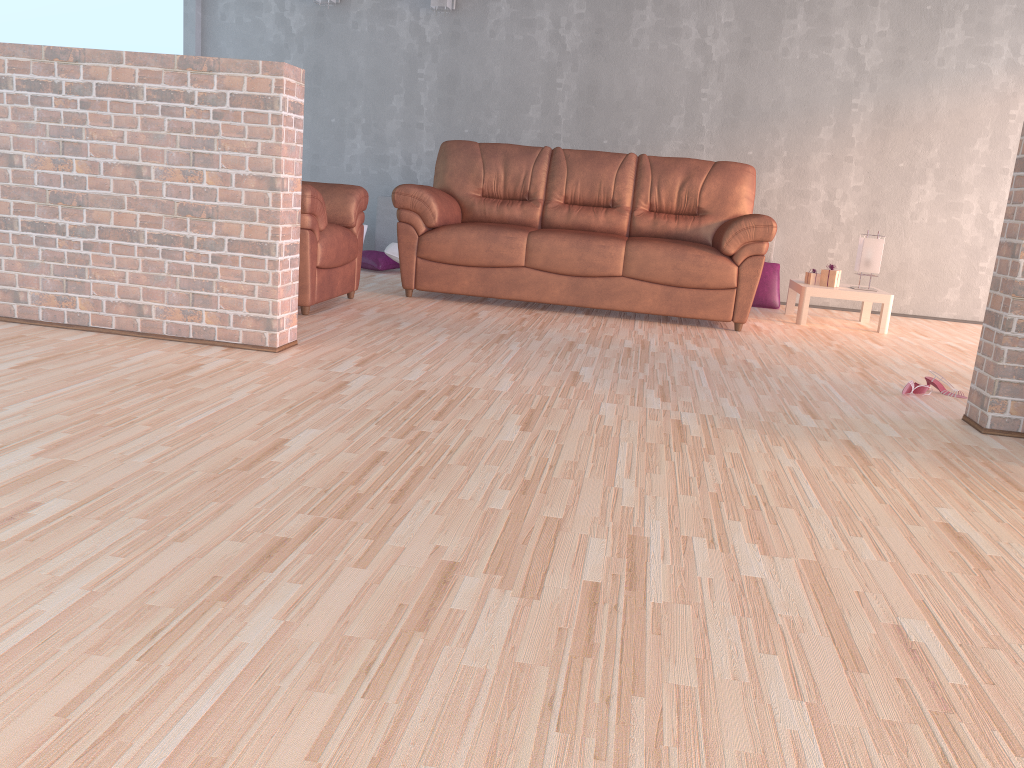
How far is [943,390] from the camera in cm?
372

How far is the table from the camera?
5.4m

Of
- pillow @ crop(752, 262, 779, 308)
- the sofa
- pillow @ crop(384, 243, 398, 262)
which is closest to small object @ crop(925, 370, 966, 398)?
the sofa

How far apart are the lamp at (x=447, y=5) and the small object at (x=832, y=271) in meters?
3.3 m

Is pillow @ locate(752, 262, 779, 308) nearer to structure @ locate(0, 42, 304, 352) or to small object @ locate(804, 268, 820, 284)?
small object @ locate(804, 268, 820, 284)

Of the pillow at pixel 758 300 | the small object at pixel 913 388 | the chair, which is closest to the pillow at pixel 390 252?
the chair

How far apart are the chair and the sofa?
0.3 meters

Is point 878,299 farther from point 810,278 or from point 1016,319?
point 1016,319

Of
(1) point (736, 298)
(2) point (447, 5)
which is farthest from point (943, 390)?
(2) point (447, 5)

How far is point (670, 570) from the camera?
1.7 meters
